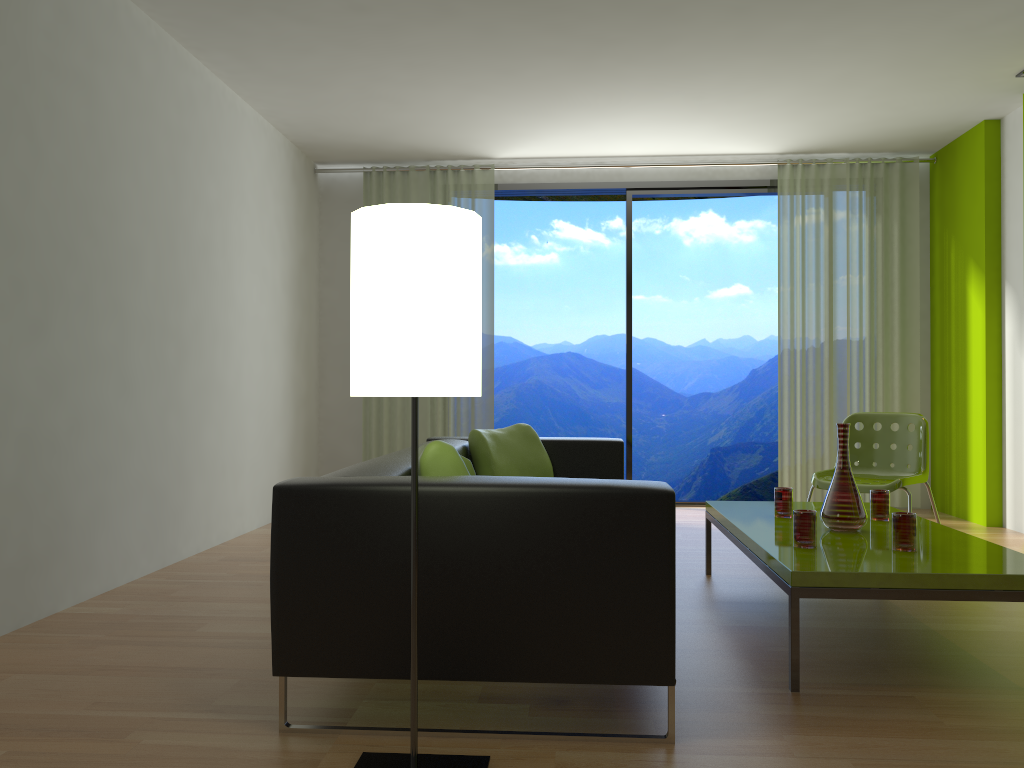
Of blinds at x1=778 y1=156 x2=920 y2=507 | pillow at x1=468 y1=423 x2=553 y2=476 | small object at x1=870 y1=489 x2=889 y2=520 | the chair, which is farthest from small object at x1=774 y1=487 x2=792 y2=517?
blinds at x1=778 y1=156 x2=920 y2=507

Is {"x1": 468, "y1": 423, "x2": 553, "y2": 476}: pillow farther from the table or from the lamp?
the lamp

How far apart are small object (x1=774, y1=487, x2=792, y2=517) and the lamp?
2.0 meters

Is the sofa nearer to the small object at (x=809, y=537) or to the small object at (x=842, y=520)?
the small object at (x=809, y=537)

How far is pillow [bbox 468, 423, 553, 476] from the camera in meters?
4.2

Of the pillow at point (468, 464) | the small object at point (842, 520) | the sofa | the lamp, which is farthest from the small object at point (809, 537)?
the lamp

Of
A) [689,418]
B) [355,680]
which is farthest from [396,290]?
[689,418]

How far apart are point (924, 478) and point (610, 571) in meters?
3.0

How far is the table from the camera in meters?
2.5 m

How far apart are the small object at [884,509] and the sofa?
1.3m
